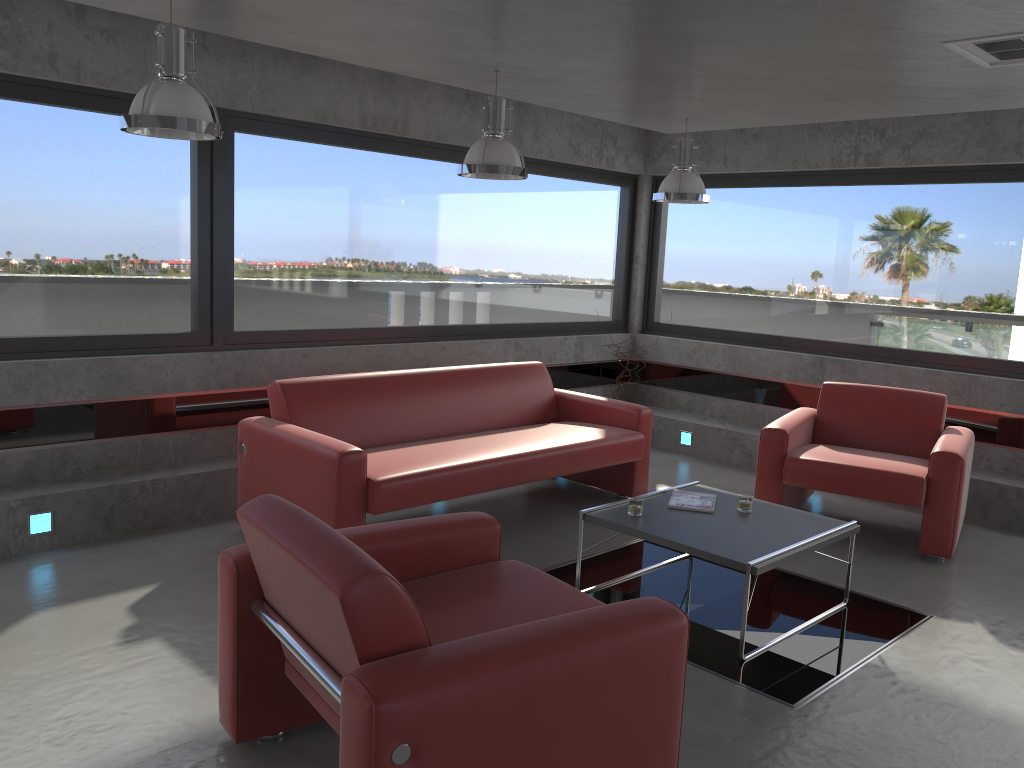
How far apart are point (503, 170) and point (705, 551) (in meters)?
2.22

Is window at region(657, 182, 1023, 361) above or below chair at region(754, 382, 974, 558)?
above

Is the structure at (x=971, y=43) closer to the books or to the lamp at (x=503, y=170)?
the lamp at (x=503, y=170)

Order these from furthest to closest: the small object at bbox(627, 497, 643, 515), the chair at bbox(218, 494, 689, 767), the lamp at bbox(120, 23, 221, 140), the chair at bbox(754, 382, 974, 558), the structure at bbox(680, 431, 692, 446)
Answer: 1. the structure at bbox(680, 431, 692, 446)
2. the chair at bbox(754, 382, 974, 558)
3. the small object at bbox(627, 497, 643, 515)
4. the lamp at bbox(120, 23, 221, 140)
5. the chair at bbox(218, 494, 689, 767)

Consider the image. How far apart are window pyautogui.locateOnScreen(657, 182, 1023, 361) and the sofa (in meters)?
2.16

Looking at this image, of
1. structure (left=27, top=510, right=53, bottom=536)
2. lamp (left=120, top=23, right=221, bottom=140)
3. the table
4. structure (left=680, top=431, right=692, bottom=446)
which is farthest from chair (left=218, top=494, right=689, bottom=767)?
structure (left=680, top=431, right=692, bottom=446)

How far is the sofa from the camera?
4.5 meters

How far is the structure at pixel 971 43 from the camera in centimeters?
377cm

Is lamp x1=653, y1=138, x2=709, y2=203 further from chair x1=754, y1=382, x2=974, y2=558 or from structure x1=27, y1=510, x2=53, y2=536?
structure x1=27, y1=510, x2=53, y2=536

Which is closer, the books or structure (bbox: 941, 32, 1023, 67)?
structure (bbox: 941, 32, 1023, 67)
